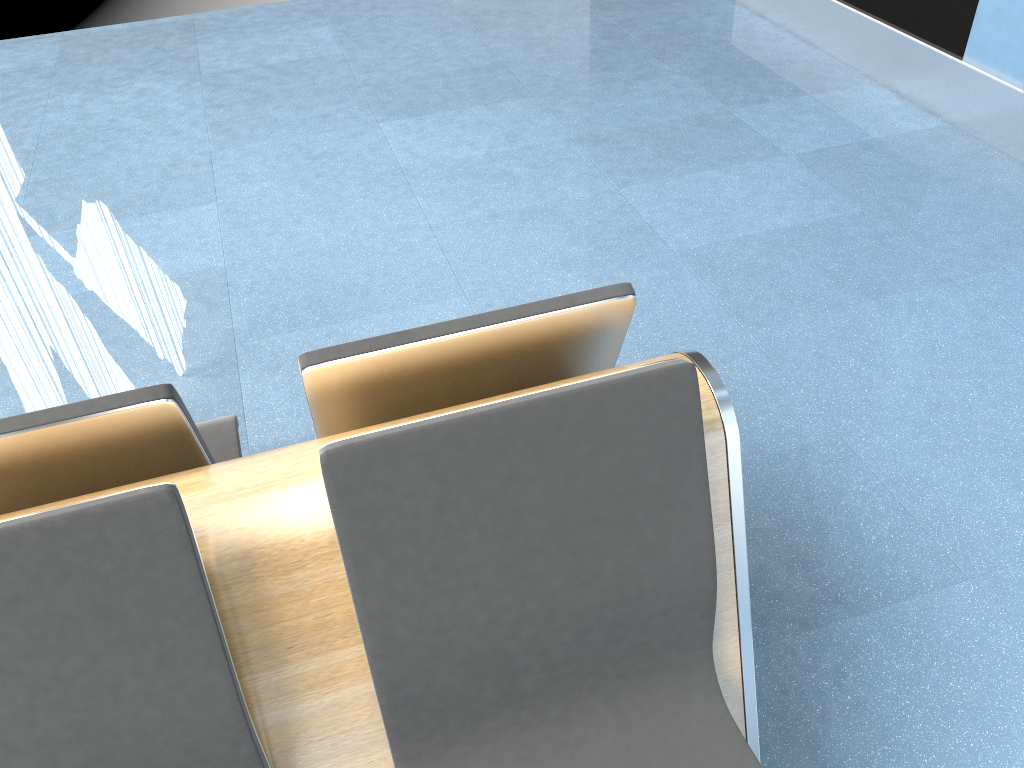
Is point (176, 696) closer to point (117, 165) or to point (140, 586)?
point (140, 586)

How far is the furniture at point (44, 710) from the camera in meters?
1.0

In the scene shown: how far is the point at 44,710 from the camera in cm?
103

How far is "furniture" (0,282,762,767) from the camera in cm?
103
